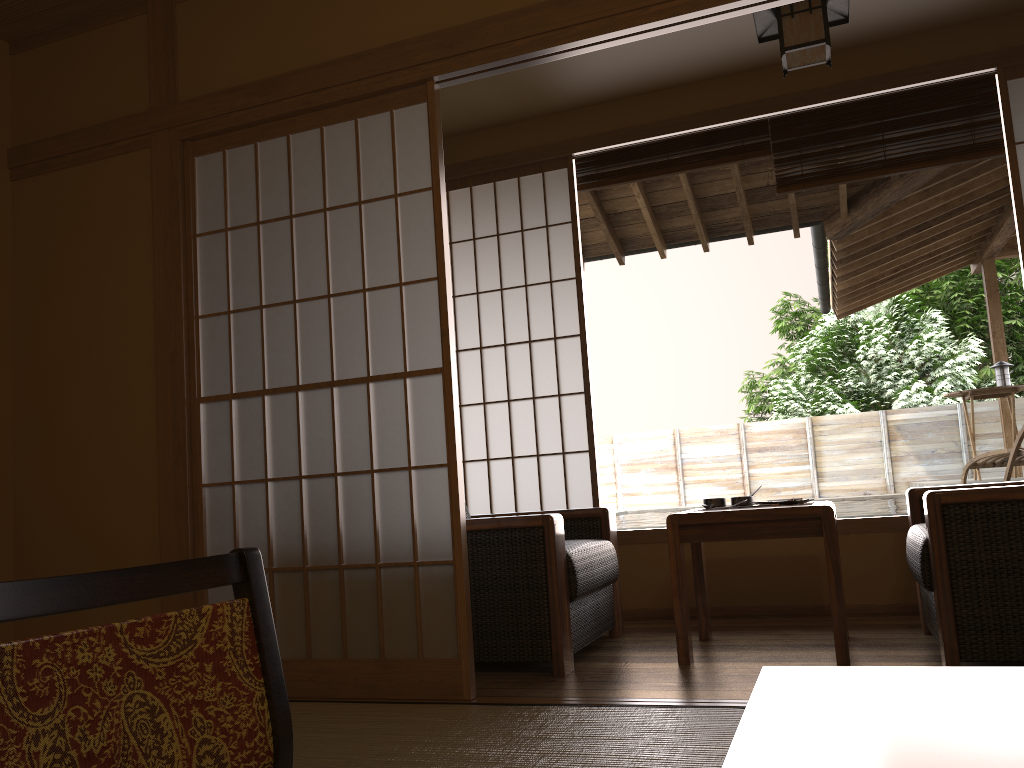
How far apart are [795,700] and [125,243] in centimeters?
298cm

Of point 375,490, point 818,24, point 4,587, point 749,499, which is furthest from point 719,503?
point 4,587

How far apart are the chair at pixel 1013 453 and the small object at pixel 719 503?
2.8 meters

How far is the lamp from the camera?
3.1m

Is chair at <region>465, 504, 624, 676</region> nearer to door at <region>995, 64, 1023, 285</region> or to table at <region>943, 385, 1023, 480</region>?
door at <region>995, 64, 1023, 285</region>

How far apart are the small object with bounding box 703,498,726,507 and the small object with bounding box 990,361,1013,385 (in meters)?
5.16

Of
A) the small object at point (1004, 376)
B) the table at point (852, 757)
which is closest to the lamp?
the table at point (852, 757)

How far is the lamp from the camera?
3.12m

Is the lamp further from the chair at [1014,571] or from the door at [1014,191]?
the chair at [1014,571]

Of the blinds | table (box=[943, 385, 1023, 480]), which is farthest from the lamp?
table (box=[943, 385, 1023, 480])
